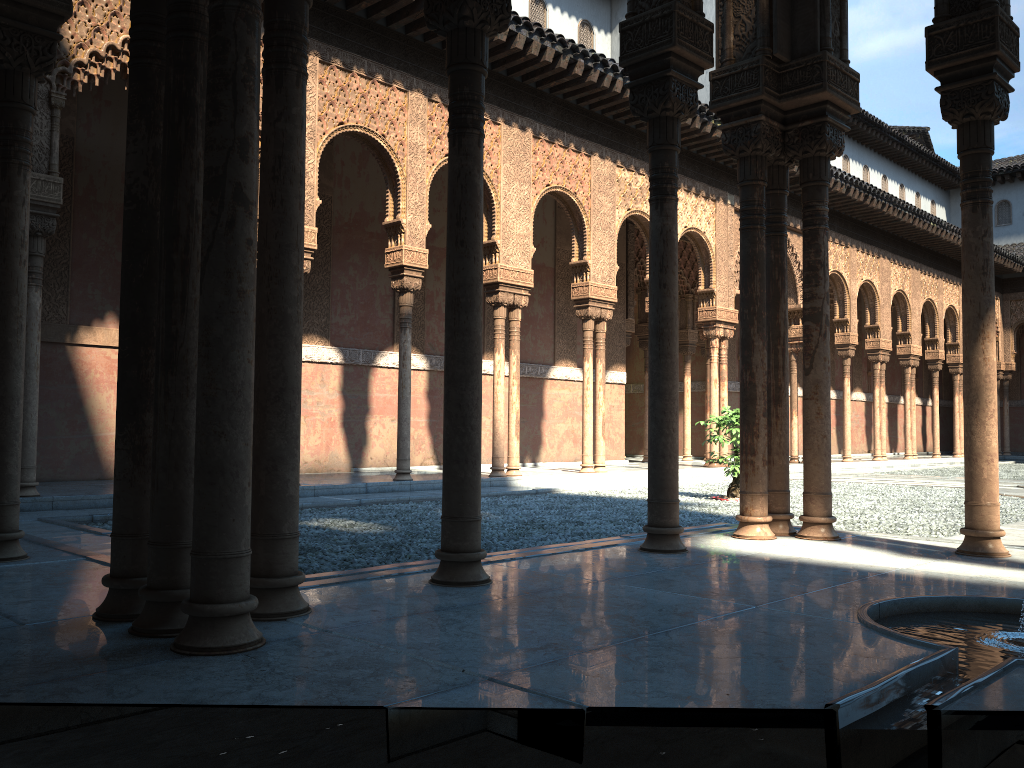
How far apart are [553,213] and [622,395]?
4.36m
